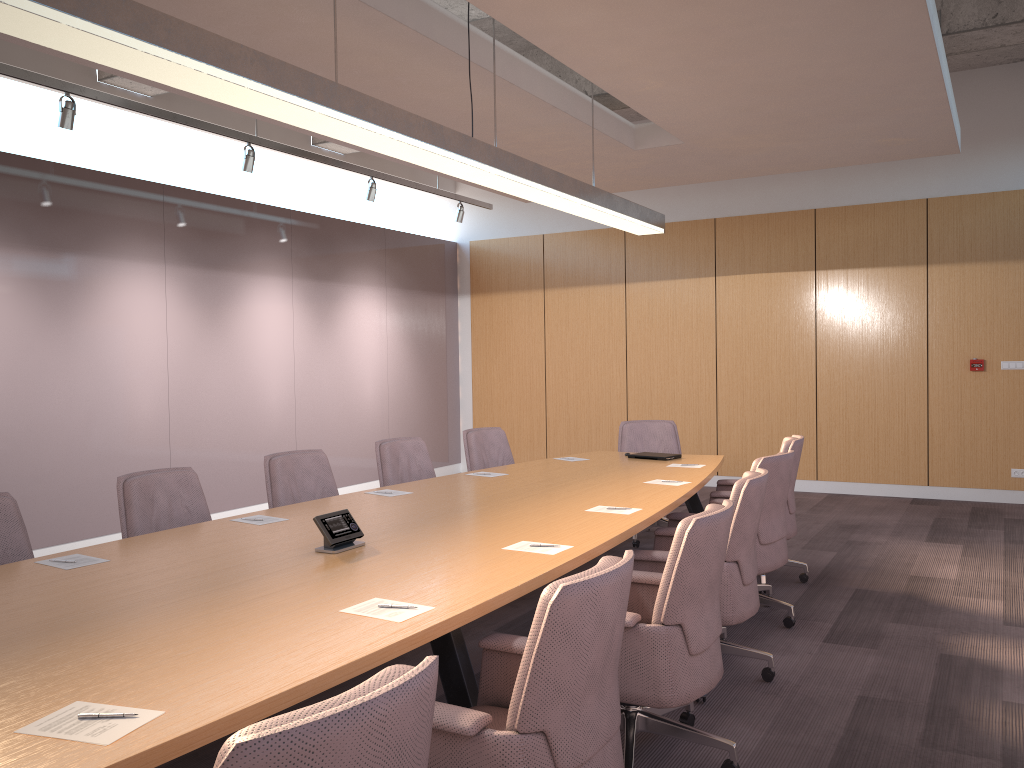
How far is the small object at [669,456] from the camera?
6.3m

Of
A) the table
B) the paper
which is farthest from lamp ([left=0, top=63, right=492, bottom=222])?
the paper

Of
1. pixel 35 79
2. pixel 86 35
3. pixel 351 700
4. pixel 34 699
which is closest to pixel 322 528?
pixel 34 699

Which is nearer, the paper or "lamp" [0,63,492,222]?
the paper

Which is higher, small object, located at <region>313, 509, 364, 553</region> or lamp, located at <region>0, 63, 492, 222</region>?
lamp, located at <region>0, 63, 492, 222</region>

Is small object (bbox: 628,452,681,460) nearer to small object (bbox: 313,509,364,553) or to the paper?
the paper

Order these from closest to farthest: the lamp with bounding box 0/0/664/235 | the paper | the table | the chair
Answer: the chair, the paper, the table, the lamp with bounding box 0/0/664/235

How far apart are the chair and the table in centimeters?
10cm

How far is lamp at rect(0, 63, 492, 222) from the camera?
5.3m

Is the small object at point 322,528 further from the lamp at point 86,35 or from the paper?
the lamp at point 86,35
